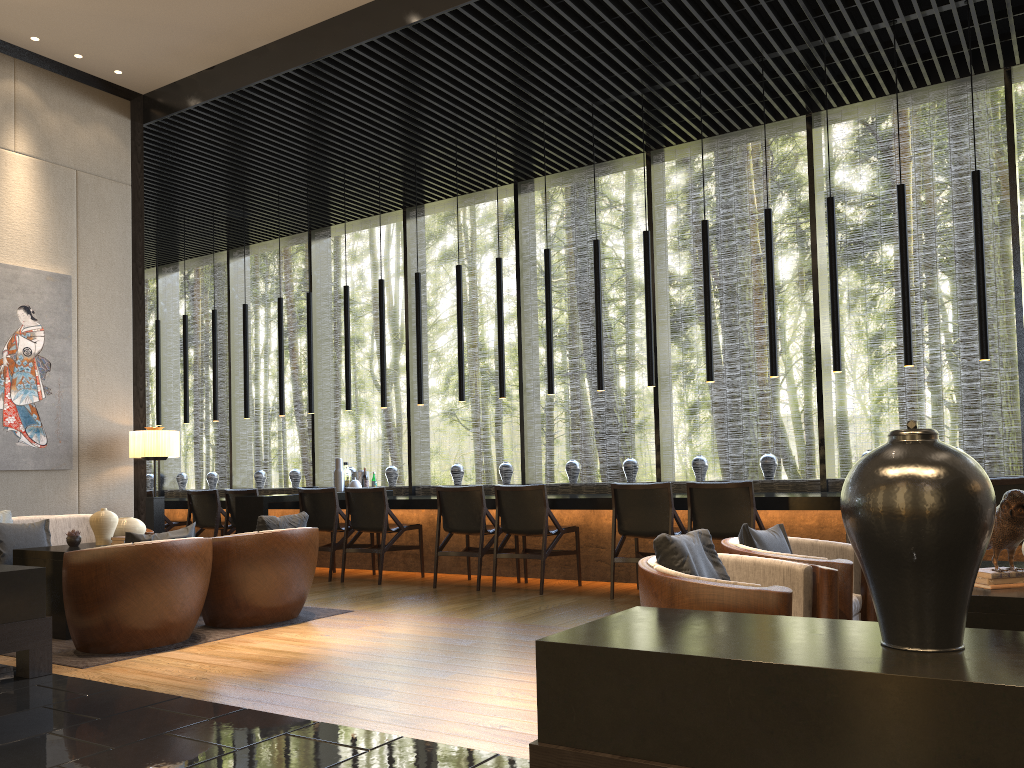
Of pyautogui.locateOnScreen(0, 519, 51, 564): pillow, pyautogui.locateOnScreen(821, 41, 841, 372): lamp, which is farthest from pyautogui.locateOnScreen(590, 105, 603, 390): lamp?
pyautogui.locateOnScreen(0, 519, 51, 564): pillow

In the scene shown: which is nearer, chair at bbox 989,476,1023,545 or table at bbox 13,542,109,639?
chair at bbox 989,476,1023,545

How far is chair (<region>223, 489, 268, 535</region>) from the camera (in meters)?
8.38

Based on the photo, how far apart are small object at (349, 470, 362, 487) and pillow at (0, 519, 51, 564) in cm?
320

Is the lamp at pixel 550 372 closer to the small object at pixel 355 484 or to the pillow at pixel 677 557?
the small object at pixel 355 484

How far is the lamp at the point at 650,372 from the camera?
7.1m

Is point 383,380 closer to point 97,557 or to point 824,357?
point 824,357

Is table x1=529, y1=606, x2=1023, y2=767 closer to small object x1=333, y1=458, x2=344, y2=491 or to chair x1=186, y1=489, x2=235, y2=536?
small object x1=333, y1=458, x2=344, y2=491

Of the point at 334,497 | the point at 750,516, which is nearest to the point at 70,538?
the point at 334,497

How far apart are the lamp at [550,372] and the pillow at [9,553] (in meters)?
3.97
